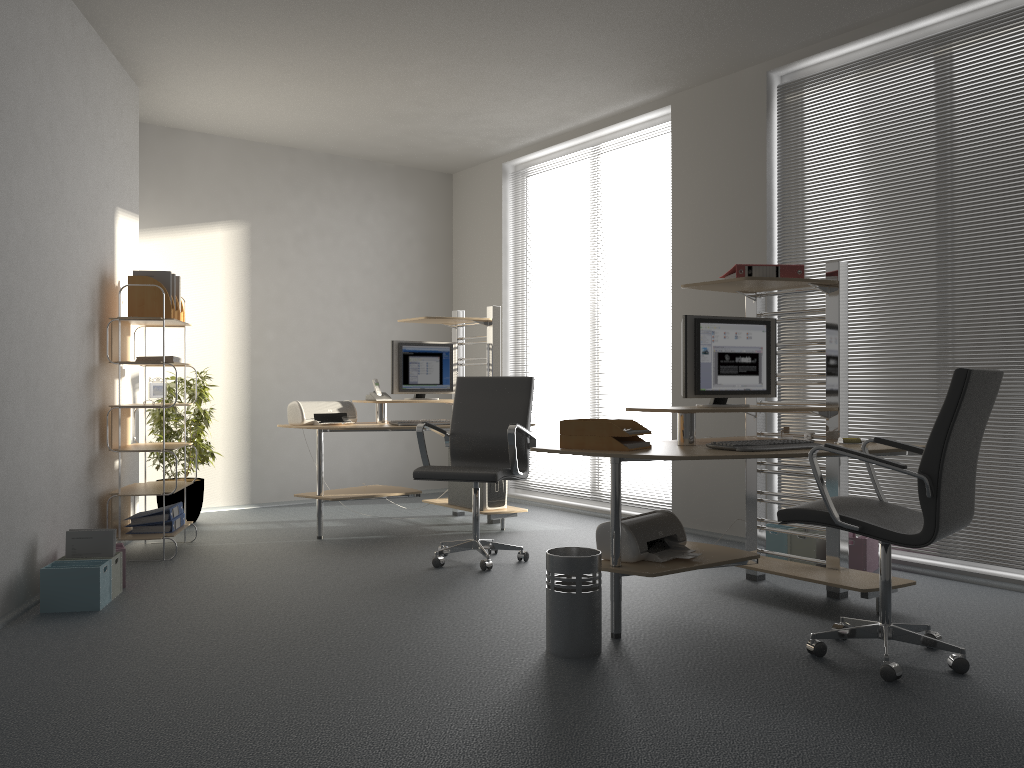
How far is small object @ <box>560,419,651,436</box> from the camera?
3.52m

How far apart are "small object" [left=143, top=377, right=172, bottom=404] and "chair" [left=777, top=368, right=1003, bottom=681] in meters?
3.7 m

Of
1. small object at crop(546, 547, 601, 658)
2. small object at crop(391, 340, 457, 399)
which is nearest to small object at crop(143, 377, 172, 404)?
small object at crop(391, 340, 457, 399)

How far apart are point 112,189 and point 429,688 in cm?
389

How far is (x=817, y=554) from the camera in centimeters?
478cm

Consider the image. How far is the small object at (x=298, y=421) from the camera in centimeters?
579cm

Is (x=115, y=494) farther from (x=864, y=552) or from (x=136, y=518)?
(x=864, y=552)

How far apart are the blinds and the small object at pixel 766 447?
1.42m

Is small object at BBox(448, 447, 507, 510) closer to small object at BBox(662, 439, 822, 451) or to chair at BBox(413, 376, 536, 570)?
chair at BBox(413, 376, 536, 570)

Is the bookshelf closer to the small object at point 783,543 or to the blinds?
the small object at point 783,543
